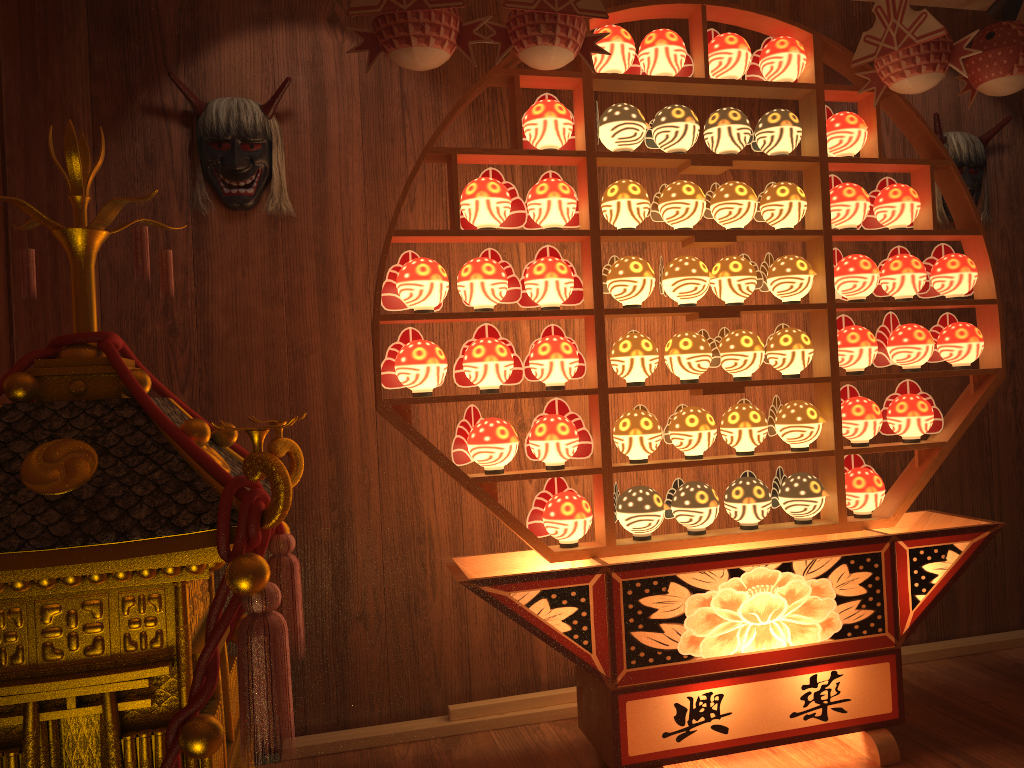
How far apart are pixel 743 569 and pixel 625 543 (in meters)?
0.32

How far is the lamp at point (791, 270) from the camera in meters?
2.6

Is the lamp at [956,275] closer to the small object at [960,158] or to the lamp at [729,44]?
the small object at [960,158]

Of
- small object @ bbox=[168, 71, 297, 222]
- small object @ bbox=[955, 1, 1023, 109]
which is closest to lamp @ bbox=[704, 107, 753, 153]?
small object @ bbox=[955, 1, 1023, 109]

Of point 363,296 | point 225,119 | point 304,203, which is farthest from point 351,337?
point 225,119

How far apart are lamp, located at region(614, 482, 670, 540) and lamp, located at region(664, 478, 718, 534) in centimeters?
4cm

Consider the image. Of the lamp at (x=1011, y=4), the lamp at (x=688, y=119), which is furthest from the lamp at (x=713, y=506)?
the lamp at (x=1011, y=4)

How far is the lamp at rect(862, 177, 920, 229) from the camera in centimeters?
266cm

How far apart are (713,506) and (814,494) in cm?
32

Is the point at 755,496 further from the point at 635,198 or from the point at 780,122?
the point at 780,122
